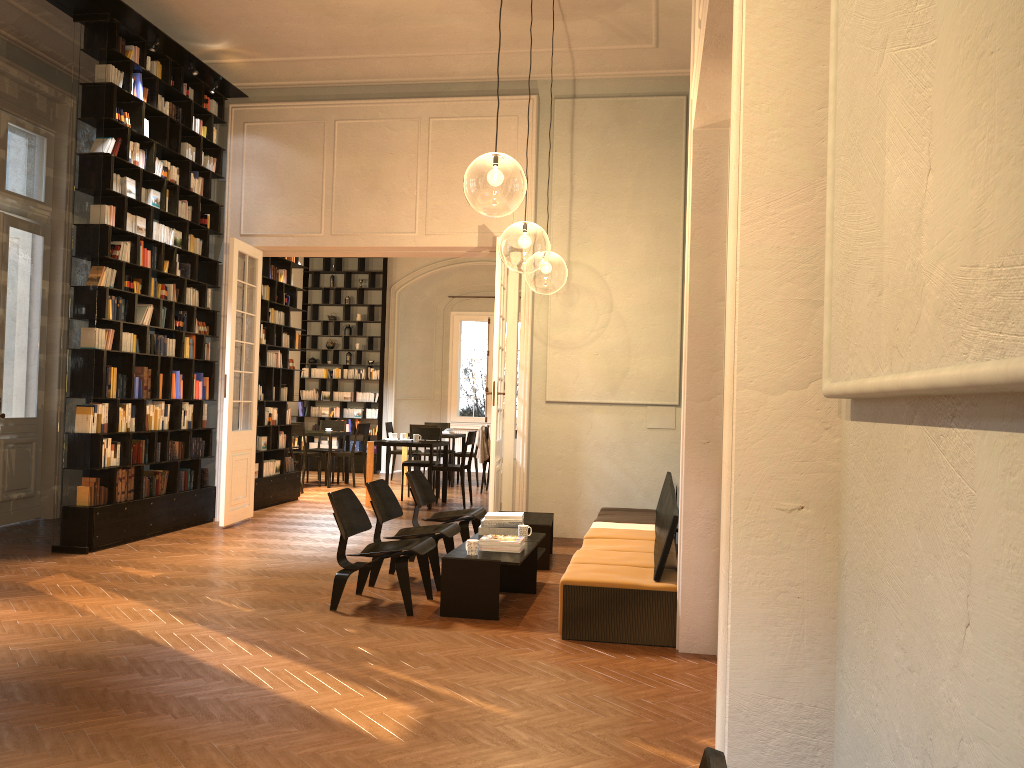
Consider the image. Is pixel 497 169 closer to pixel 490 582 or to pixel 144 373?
pixel 490 582

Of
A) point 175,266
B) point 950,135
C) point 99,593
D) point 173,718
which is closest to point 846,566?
point 950,135

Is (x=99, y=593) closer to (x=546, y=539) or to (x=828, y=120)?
(x=546, y=539)

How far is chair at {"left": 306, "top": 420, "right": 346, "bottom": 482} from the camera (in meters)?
→ 15.95

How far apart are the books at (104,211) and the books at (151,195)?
0.74m

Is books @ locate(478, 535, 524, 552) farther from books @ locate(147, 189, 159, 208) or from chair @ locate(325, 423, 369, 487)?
chair @ locate(325, 423, 369, 487)

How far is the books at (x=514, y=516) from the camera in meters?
7.2 m

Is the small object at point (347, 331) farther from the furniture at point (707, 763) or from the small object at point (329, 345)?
the furniture at point (707, 763)

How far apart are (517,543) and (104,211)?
5.08m

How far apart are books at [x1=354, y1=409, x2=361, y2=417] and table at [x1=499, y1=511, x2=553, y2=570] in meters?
9.7
